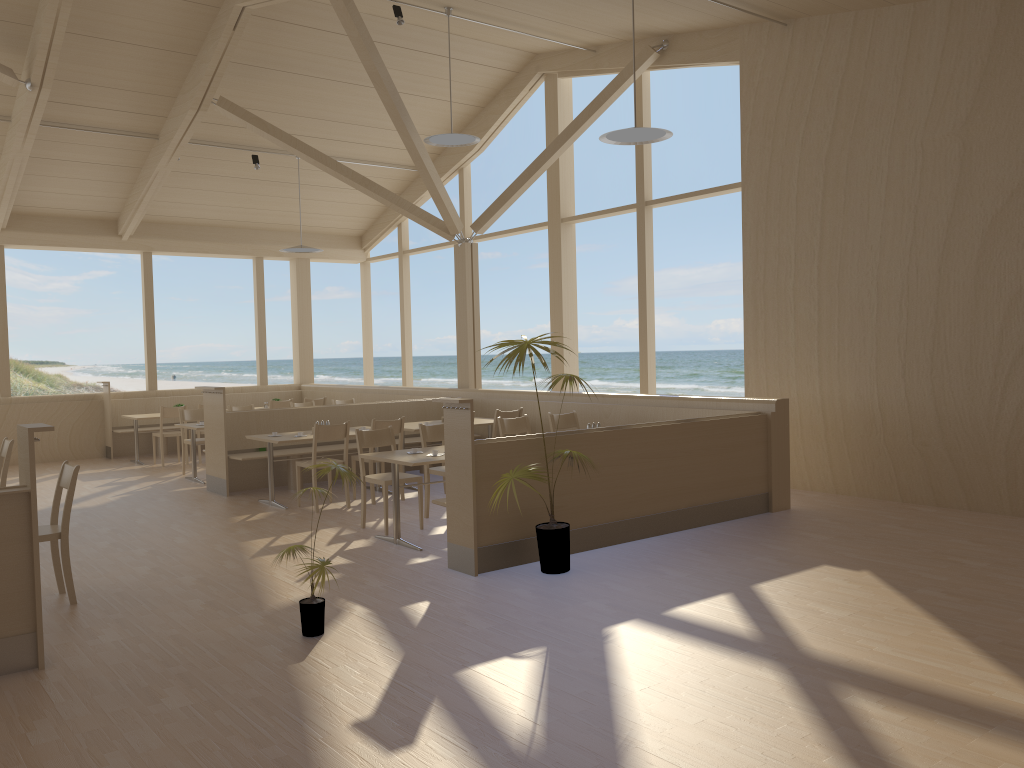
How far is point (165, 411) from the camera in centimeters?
1139cm

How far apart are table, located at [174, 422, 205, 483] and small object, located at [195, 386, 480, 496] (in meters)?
0.57

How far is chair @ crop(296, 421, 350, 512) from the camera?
7.8 meters

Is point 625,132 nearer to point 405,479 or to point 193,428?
point 405,479

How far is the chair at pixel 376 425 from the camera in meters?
8.1 m

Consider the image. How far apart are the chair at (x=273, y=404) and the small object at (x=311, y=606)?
8.1m

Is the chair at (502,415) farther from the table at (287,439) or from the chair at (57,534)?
the chair at (57,534)

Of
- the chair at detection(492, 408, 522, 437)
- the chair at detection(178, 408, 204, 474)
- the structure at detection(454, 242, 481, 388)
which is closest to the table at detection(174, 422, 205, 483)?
the chair at detection(178, 408, 204, 474)

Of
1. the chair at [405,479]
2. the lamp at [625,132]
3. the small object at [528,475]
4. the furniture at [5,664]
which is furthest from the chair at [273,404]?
the furniture at [5,664]

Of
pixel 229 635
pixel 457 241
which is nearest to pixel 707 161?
pixel 457 241
